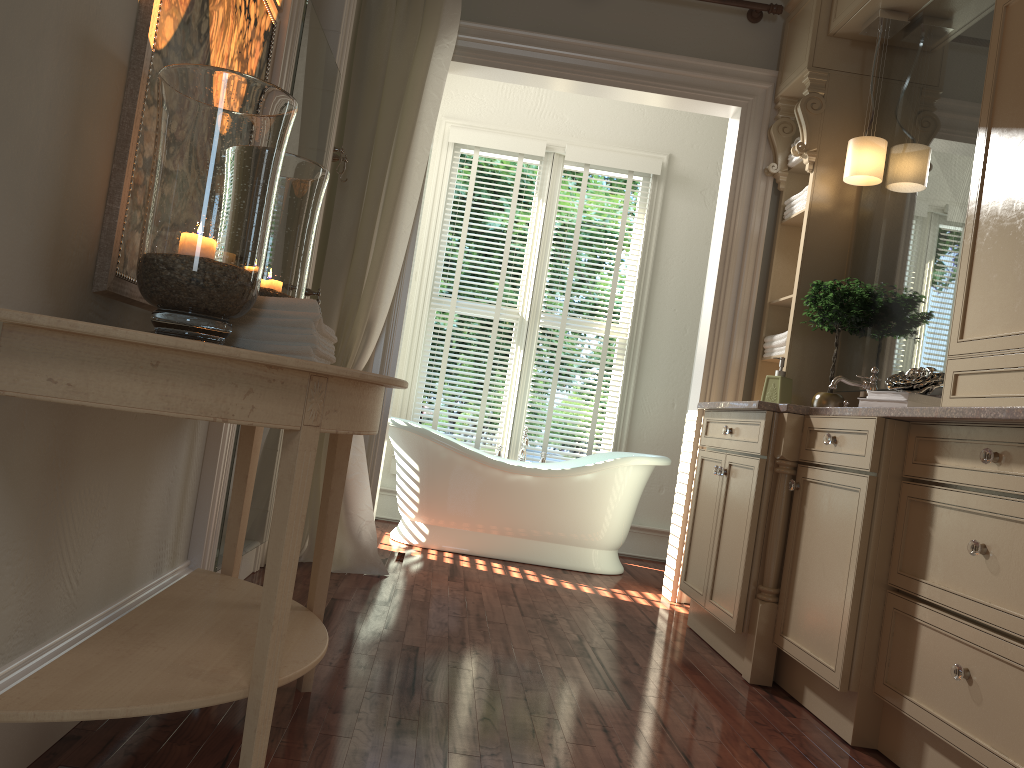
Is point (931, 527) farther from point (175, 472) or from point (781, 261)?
point (781, 261)

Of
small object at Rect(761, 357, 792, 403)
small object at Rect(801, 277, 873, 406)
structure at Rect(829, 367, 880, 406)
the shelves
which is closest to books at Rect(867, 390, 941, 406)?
structure at Rect(829, 367, 880, 406)

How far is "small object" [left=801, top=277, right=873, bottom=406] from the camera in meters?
3.5 m

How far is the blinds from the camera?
5.38m

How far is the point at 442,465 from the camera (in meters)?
4.55

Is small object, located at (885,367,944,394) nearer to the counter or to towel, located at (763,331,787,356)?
the counter

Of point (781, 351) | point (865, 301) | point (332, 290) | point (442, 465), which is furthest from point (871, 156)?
point (442, 465)

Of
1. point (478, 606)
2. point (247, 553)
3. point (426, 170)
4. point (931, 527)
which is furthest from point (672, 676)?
point (426, 170)

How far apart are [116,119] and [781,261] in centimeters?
329cm

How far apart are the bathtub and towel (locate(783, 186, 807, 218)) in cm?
140
